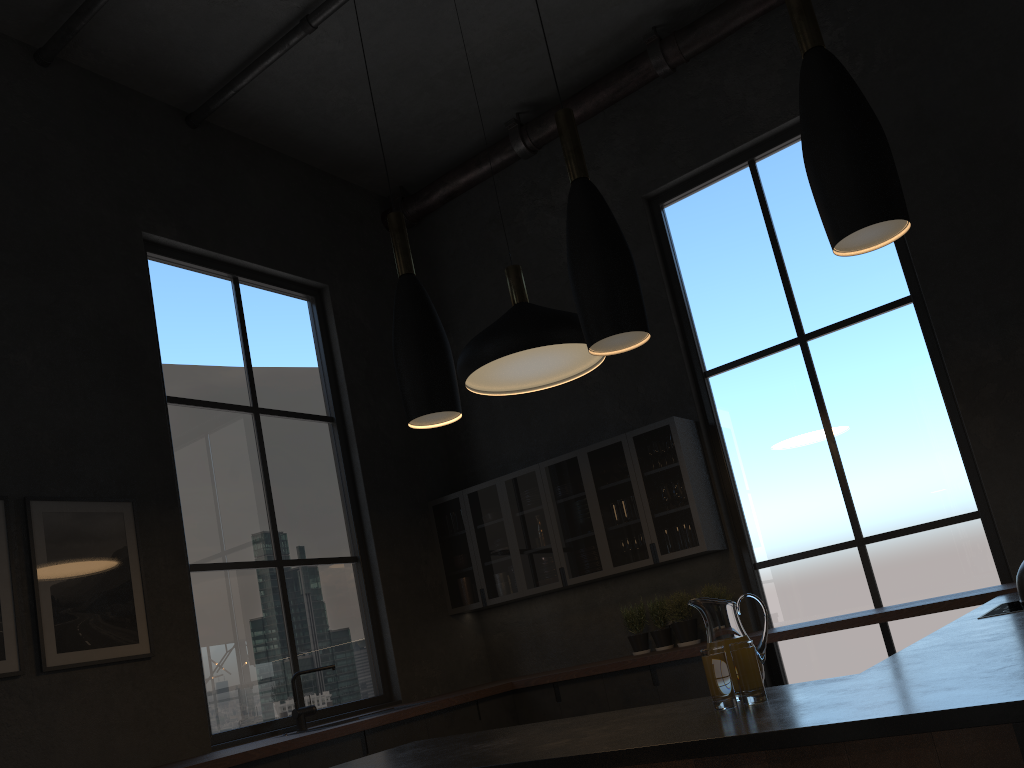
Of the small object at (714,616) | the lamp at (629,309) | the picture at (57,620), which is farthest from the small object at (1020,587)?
the picture at (57,620)

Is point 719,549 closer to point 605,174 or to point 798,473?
point 798,473

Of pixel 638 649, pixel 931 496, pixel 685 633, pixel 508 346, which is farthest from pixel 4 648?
pixel 931 496

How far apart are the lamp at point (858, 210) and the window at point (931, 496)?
3.65m

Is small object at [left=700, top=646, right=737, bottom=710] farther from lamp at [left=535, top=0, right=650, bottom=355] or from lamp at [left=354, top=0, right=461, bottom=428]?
lamp at [left=354, top=0, right=461, bottom=428]

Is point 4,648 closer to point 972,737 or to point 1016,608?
point 972,737

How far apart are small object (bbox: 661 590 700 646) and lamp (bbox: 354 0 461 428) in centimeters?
347cm

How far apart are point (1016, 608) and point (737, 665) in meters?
1.7 m

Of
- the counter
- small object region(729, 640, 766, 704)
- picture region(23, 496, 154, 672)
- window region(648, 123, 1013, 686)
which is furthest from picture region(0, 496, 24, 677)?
window region(648, 123, 1013, 686)

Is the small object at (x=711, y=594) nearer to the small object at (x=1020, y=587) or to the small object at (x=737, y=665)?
the small object at (x=737, y=665)
